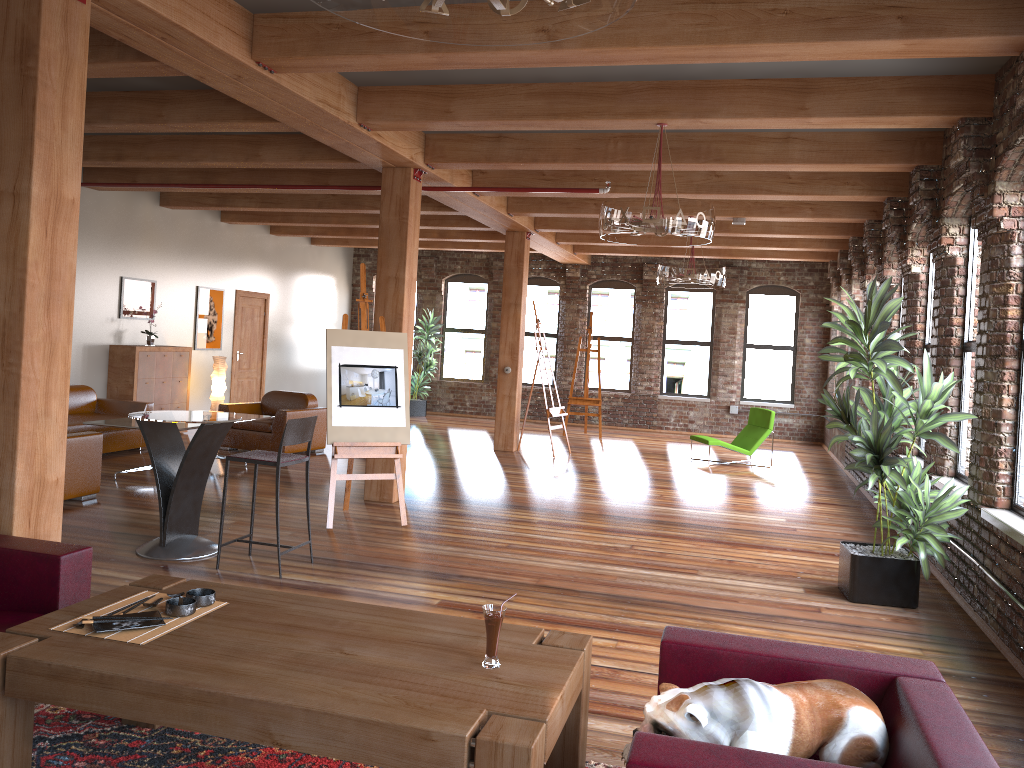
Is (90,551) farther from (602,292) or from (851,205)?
(602,292)

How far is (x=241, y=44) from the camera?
5.1 meters

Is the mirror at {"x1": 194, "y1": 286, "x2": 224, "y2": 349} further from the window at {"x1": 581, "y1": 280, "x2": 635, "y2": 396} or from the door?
the window at {"x1": 581, "y1": 280, "x2": 635, "y2": 396}

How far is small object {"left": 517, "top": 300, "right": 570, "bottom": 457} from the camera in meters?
12.2 m

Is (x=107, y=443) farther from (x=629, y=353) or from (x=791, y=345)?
(x=791, y=345)

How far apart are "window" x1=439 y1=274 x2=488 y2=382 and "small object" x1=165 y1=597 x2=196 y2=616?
14.66m

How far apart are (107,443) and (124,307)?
2.3m

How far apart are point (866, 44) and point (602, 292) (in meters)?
12.71

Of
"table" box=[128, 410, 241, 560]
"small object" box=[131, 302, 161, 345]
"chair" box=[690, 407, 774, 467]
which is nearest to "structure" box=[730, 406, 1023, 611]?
"chair" box=[690, 407, 774, 467]

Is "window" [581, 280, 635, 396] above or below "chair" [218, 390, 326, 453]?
above
